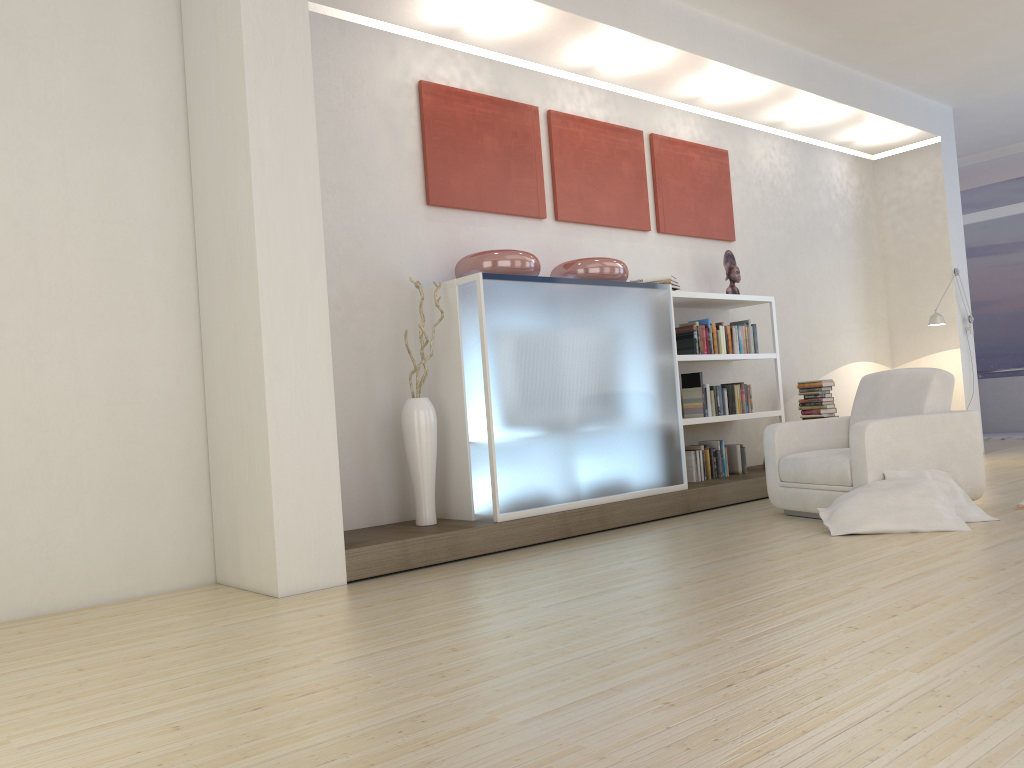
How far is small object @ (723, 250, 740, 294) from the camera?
7.2m

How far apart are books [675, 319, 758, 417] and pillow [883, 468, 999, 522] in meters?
1.9 m

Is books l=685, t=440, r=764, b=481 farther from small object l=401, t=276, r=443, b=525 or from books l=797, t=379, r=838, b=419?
small object l=401, t=276, r=443, b=525

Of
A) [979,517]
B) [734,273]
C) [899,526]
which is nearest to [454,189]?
[734,273]

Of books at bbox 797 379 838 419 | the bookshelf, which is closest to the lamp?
books at bbox 797 379 838 419

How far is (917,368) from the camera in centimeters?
536cm

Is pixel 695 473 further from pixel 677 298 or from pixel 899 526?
pixel 899 526

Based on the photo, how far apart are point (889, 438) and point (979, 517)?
0.6 meters

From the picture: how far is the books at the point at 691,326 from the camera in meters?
6.6 m

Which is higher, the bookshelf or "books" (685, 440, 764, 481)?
the bookshelf
